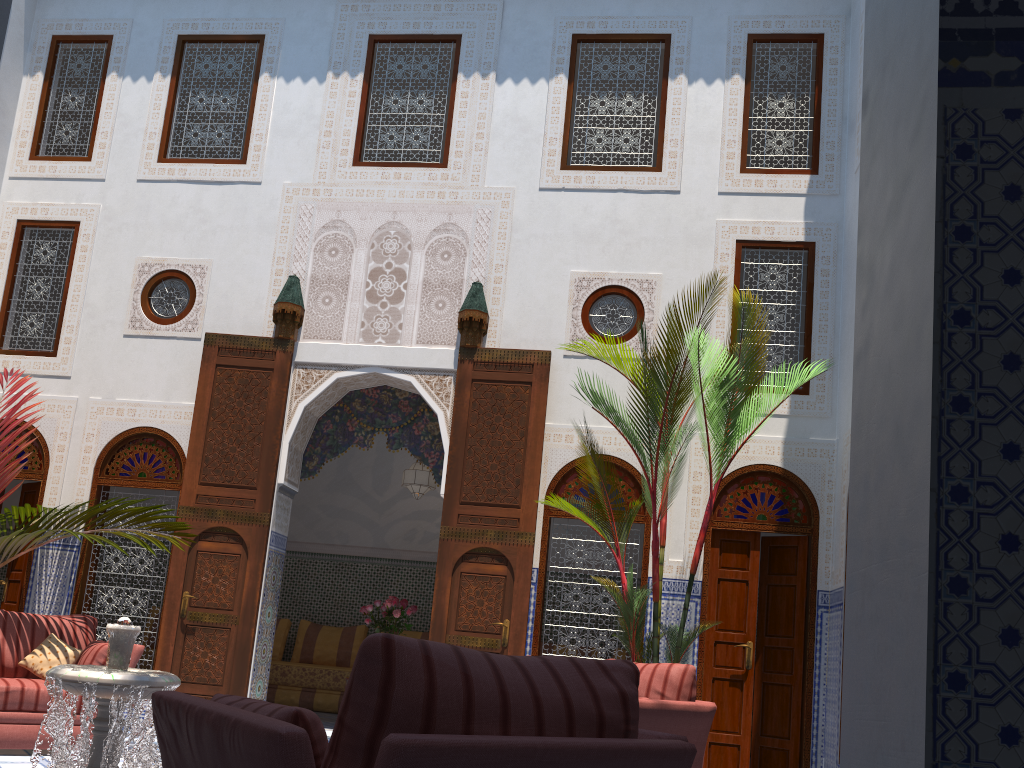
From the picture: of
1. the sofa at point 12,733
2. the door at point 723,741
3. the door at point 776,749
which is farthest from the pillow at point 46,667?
the door at point 776,749

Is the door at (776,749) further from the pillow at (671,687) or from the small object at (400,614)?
the small object at (400,614)

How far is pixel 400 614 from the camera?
5.92m

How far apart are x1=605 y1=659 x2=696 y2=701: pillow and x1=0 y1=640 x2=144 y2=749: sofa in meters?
2.5

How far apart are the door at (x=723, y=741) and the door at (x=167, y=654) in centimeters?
263cm

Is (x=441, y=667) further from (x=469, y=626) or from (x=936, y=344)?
(x=469, y=626)

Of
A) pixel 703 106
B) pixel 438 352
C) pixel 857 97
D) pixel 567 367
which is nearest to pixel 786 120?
pixel 703 106

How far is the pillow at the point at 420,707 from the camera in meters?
1.2

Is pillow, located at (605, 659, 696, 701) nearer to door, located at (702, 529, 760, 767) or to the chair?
door, located at (702, 529, 760, 767)

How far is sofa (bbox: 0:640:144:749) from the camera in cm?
397
